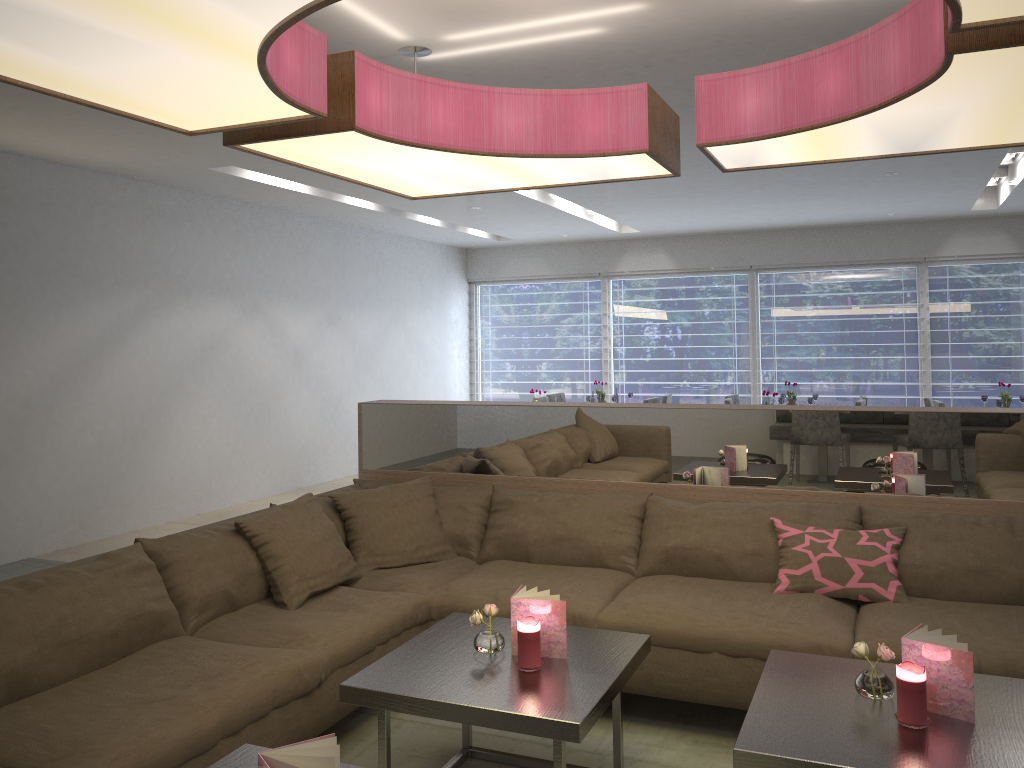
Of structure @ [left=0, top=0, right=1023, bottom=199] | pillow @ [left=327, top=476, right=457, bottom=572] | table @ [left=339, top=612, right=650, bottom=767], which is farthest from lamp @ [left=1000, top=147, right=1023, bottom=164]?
table @ [left=339, top=612, right=650, bottom=767]

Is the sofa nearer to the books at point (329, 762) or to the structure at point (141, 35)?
the books at point (329, 762)

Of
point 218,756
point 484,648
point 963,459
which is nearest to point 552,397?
point 963,459

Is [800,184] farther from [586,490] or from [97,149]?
[97,149]

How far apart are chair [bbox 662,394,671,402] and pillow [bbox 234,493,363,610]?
5.5m

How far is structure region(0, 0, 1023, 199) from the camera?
1.7 meters

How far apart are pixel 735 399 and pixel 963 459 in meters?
5.2 m

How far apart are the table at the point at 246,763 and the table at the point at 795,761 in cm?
105

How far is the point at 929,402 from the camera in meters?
7.6 m

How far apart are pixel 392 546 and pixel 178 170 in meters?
3.6 m
